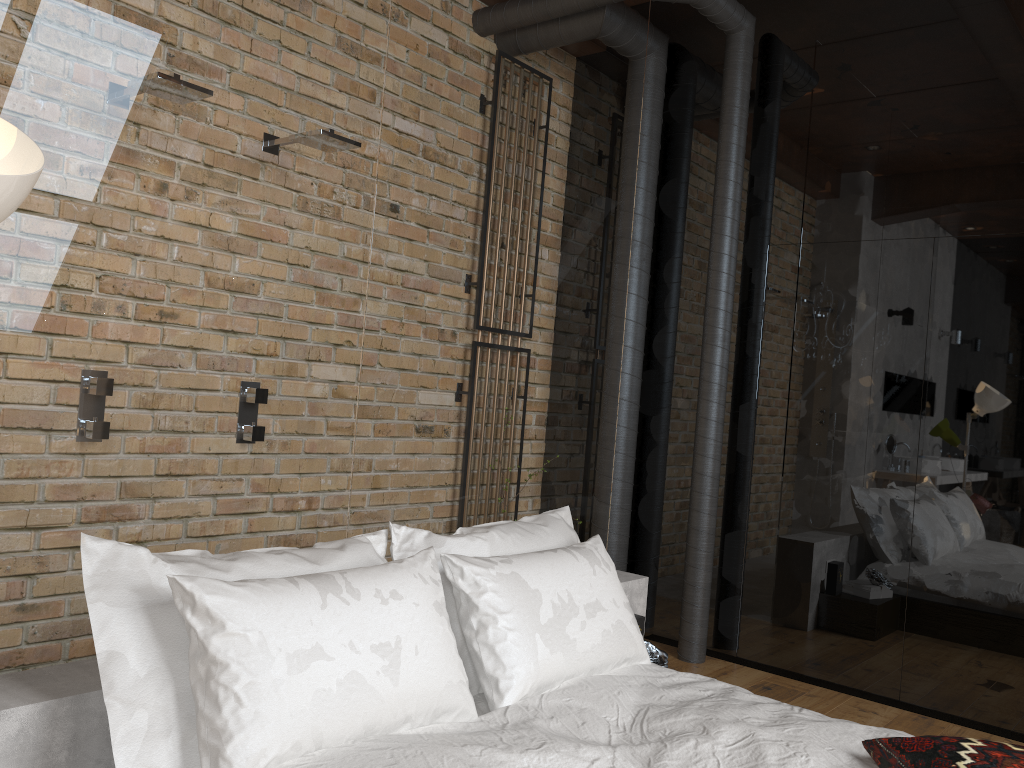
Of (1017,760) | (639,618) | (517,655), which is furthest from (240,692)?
(639,618)

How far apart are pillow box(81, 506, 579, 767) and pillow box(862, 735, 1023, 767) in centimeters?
97cm

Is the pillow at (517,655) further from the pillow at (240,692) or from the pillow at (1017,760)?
the pillow at (1017,760)

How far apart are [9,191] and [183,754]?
1.1m

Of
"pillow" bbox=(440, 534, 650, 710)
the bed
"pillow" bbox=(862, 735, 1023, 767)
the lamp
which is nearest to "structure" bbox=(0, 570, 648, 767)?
the bed

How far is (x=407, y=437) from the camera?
2.8 meters

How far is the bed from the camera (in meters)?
1.84

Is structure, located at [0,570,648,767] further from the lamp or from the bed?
the lamp

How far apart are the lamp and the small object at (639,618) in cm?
262

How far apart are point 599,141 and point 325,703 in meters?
2.5
